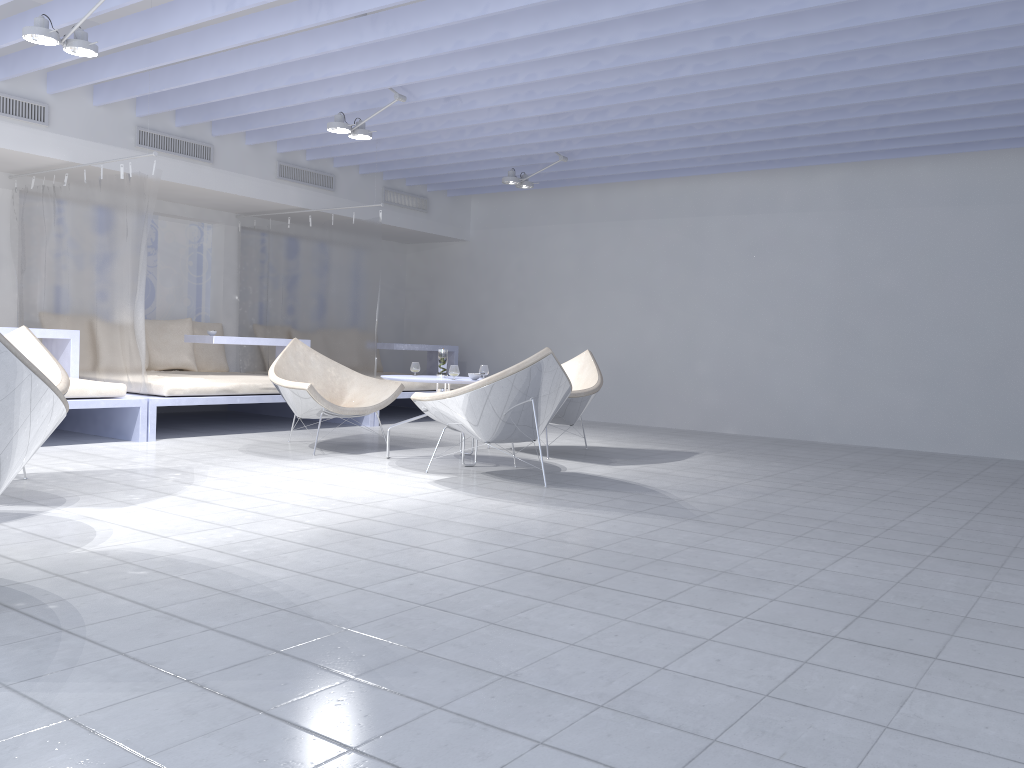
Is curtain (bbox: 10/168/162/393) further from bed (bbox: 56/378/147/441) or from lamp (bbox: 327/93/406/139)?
lamp (bbox: 327/93/406/139)

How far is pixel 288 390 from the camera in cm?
575

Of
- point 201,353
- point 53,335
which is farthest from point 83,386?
point 201,353

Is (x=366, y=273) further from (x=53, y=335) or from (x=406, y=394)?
(x=53, y=335)

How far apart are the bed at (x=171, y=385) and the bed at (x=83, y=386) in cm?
4

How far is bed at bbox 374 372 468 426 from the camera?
8.2 meters

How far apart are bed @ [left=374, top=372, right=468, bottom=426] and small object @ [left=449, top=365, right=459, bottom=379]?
2.8 meters

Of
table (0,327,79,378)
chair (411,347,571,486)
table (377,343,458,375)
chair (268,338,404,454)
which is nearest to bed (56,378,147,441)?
table (0,327,79,378)

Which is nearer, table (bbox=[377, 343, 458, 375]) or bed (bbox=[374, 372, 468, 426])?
bed (bbox=[374, 372, 468, 426])

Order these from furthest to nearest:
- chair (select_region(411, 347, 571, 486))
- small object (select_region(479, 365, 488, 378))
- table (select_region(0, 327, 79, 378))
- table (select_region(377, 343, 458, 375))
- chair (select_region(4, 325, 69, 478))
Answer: table (select_region(377, 343, 458, 375)) → table (select_region(0, 327, 79, 378)) → small object (select_region(479, 365, 488, 378)) → chair (select_region(411, 347, 571, 486)) → chair (select_region(4, 325, 69, 478))
